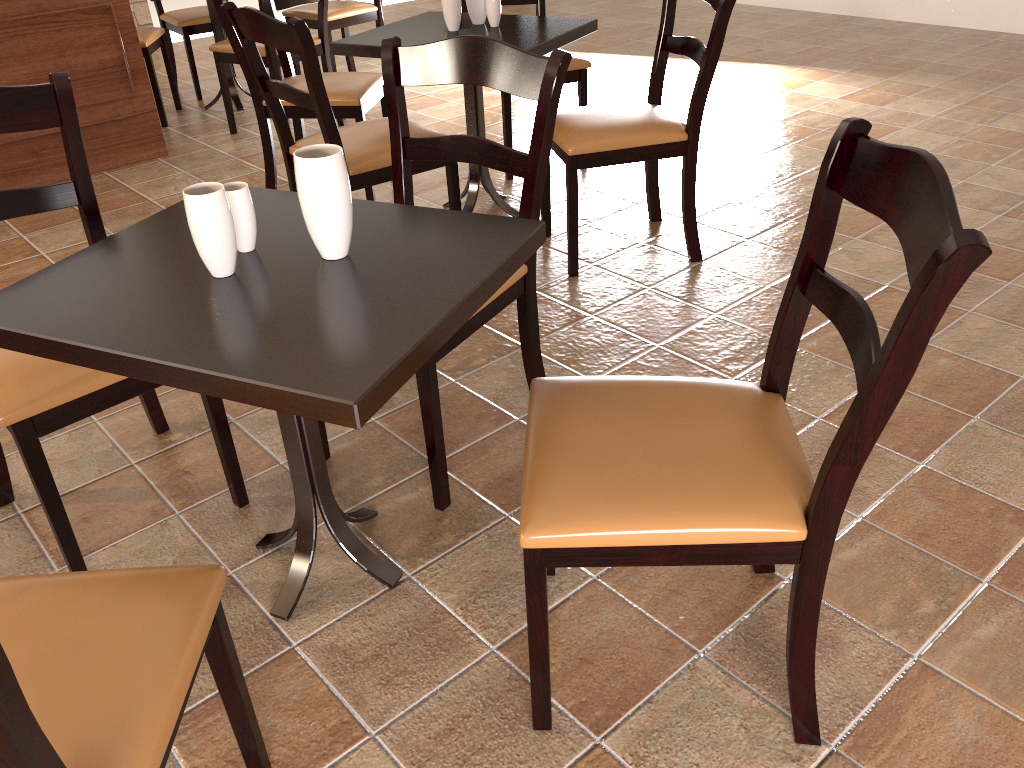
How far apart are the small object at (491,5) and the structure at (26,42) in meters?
1.8

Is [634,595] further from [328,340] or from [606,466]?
[328,340]

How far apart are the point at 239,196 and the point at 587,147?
1.43m

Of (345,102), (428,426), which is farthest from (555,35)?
(428,426)

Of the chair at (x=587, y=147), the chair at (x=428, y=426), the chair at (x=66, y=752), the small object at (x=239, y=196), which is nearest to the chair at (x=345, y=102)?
the chair at (x=587, y=147)

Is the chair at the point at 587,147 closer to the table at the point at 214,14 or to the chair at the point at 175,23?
the table at the point at 214,14

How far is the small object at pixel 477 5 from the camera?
3.06m

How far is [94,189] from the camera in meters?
3.8

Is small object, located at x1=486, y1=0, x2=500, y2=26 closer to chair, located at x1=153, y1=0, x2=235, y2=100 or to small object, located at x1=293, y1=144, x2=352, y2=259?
small object, located at x1=293, y1=144, x2=352, y2=259

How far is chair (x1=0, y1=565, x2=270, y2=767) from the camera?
0.9 meters
